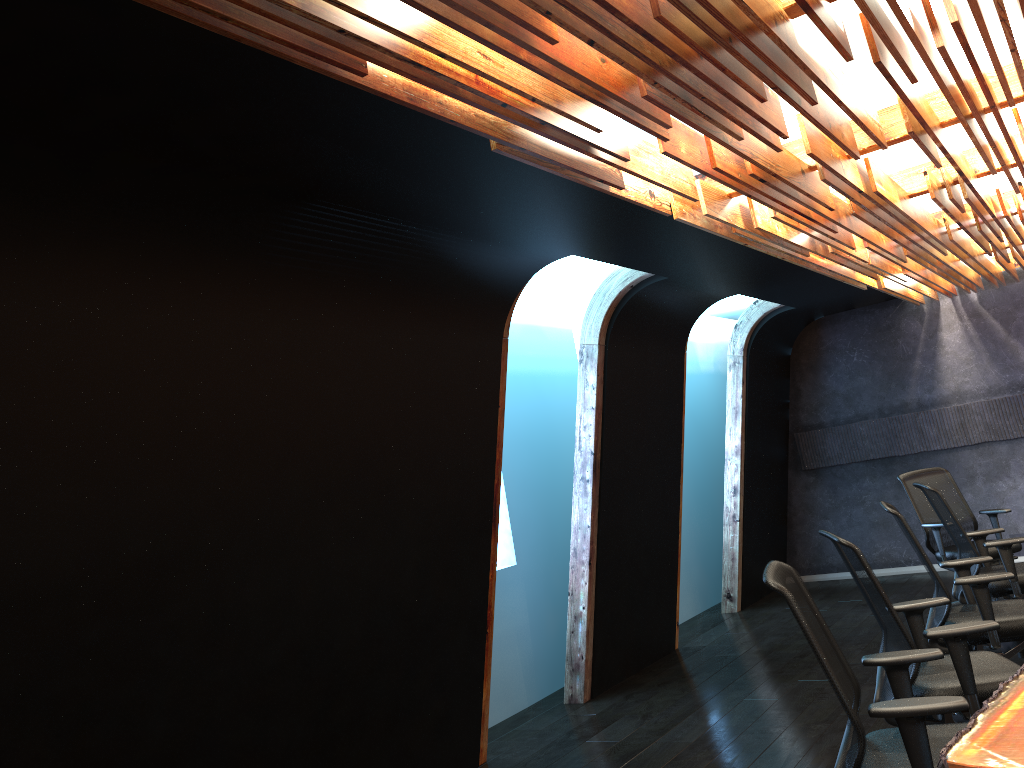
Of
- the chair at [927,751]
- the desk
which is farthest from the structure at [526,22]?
the desk

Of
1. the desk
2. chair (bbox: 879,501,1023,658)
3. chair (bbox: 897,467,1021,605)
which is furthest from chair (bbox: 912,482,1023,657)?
the desk

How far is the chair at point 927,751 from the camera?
2.86m

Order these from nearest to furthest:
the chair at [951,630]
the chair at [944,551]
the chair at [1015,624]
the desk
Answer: the desk → the chair at [951,630] → the chair at [1015,624] → the chair at [944,551]

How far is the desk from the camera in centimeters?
231cm

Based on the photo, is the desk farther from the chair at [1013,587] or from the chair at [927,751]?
the chair at [1013,587]

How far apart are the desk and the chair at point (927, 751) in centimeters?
9cm

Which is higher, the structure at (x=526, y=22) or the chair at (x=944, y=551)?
the structure at (x=526, y=22)

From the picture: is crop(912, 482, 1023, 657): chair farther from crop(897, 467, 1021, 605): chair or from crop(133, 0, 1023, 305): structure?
crop(133, 0, 1023, 305): structure

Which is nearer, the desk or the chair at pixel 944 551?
the desk
